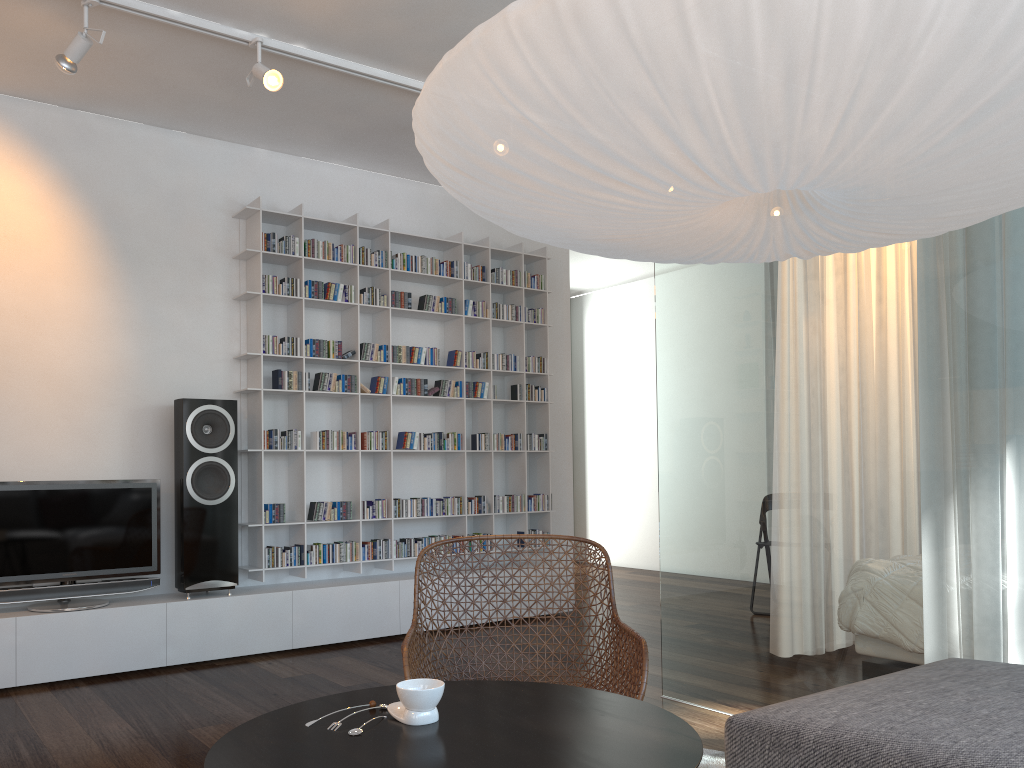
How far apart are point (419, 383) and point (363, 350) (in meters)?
0.41

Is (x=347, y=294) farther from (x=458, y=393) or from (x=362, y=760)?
(x=362, y=760)

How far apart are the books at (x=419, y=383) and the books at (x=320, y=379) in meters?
0.6 m

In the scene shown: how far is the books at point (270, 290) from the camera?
4.84m

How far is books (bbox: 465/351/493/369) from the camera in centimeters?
558cm

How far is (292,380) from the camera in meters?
4.9

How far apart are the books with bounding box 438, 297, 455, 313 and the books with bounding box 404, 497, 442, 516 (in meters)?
1.18

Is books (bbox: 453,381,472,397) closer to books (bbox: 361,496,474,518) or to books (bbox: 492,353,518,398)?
books (bbox: 492,353,518,398)

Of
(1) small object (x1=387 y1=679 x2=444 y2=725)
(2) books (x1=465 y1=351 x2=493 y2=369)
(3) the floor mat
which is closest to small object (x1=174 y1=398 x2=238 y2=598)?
(2) books (x1=465 y1=351 x2=493 y2=369)

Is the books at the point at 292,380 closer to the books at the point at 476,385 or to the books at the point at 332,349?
the books at the point at 332,349
